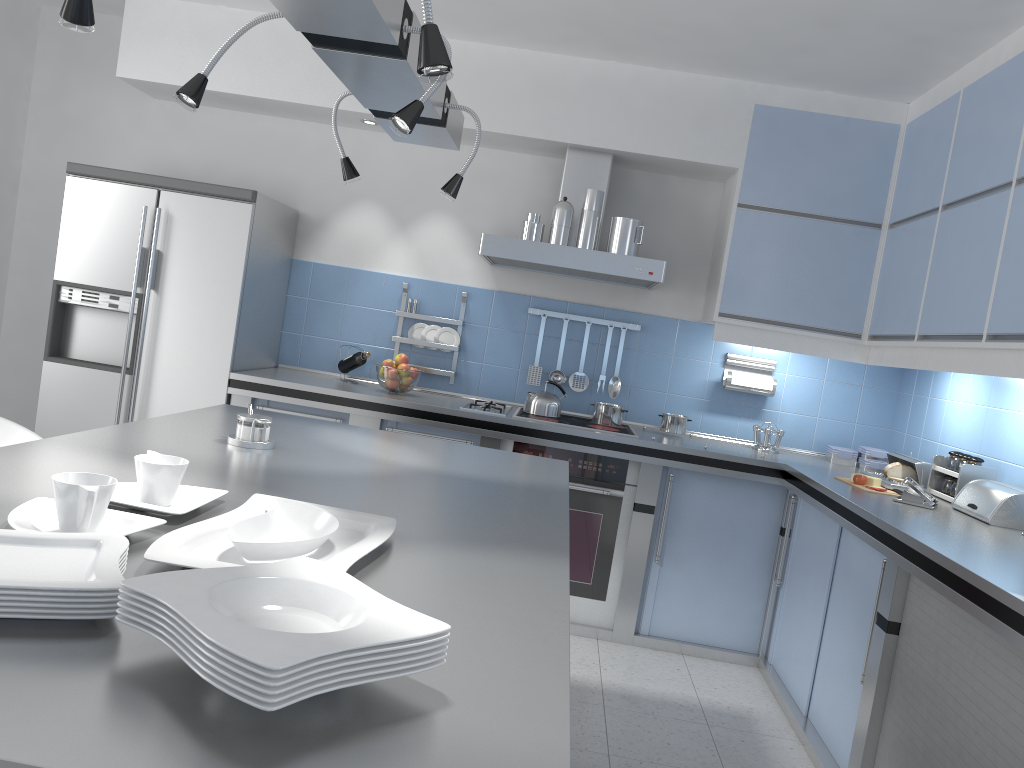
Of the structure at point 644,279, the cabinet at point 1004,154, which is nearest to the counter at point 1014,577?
the cabinet at point 1004,154

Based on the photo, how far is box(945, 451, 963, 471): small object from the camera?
3.6 meters

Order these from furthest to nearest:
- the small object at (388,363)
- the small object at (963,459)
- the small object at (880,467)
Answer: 1. the small object at (388,363)
2. the small object at (880,467)
3. the small object at (963,459)

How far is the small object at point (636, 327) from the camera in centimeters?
468cm

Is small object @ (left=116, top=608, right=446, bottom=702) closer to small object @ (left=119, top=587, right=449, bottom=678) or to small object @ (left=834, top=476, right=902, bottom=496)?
small object @ (left=119, top=587, right=449, bottom=678)

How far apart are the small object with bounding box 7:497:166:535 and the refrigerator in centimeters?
284cm

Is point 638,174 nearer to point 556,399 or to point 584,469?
point 556,399

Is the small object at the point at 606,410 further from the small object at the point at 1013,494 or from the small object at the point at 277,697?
the small object at the point at 277,697

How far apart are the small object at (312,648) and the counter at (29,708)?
0.1m

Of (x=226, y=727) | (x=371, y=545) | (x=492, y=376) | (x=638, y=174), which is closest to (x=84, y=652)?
(x=226, y=727)
